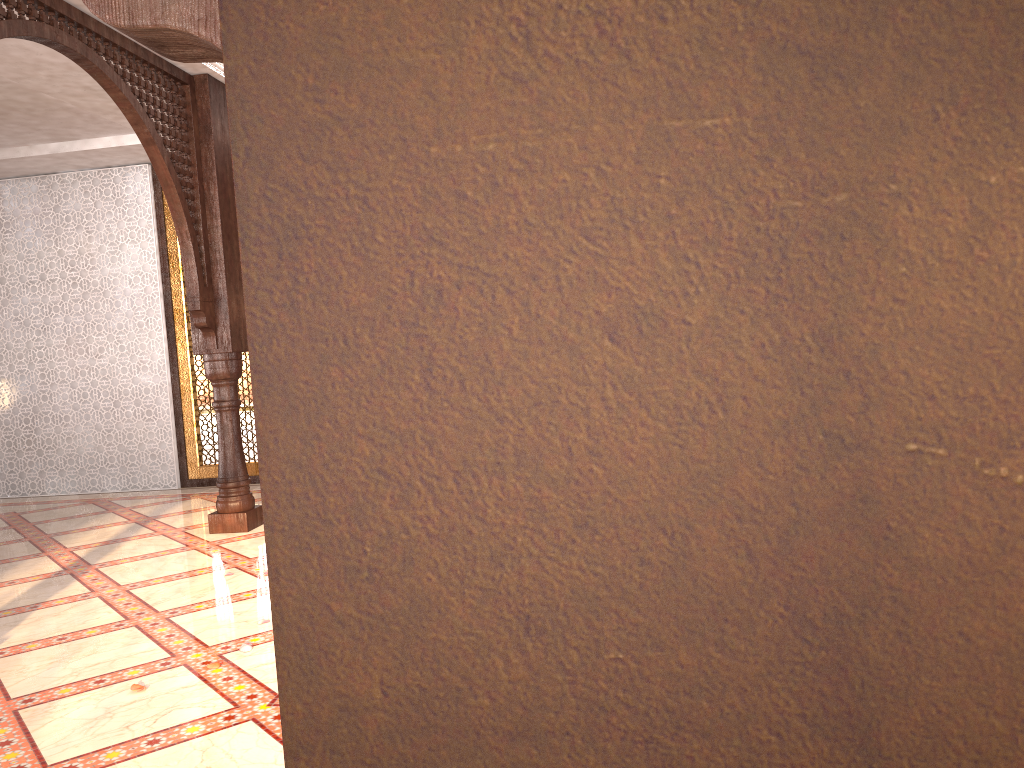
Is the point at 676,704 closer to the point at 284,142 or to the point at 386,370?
the point at 386,370
